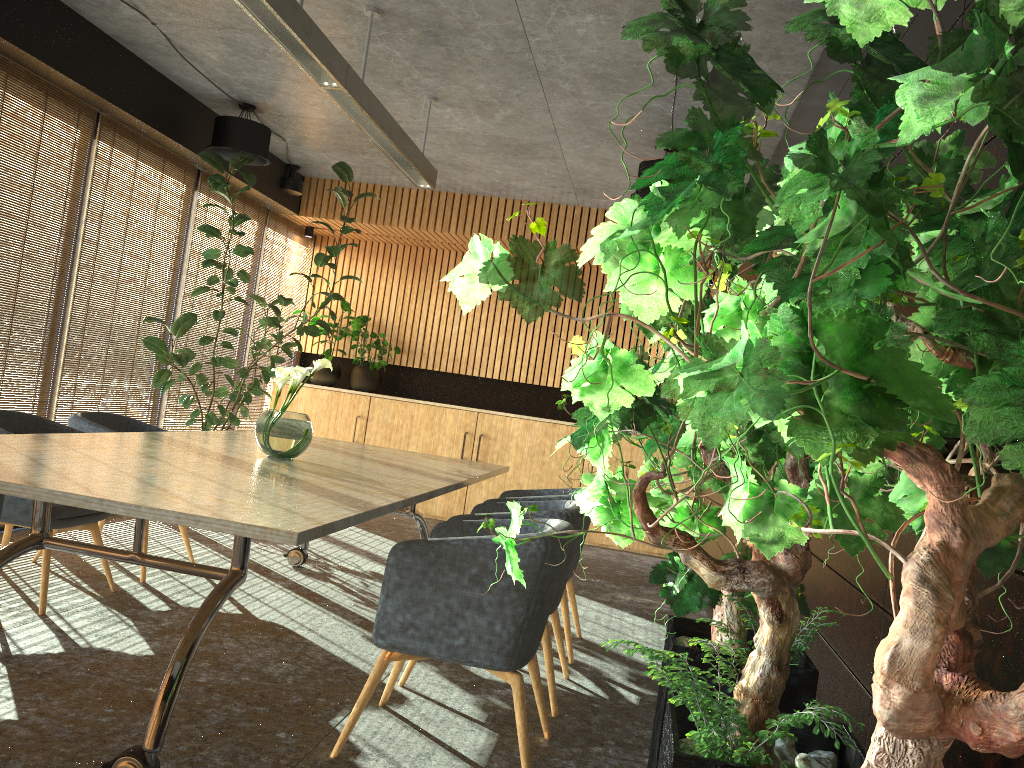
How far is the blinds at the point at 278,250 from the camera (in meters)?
9.79

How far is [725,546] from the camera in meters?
6.1 m

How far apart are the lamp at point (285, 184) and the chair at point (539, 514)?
5.5m

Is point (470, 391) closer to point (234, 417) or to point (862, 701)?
point (234, 417)

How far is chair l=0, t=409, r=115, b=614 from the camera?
4.5 meters

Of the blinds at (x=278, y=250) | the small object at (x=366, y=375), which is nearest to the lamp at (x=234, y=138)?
the blinds at (x=278, y=250)

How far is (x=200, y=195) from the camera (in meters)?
8.05

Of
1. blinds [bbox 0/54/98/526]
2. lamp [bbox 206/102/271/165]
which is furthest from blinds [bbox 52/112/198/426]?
lamp [bbox 206/102/271/165]

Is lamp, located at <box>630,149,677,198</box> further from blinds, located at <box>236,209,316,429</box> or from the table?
blinds, located at <box>236,209,316,429</box>

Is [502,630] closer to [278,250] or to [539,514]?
[539,514]
